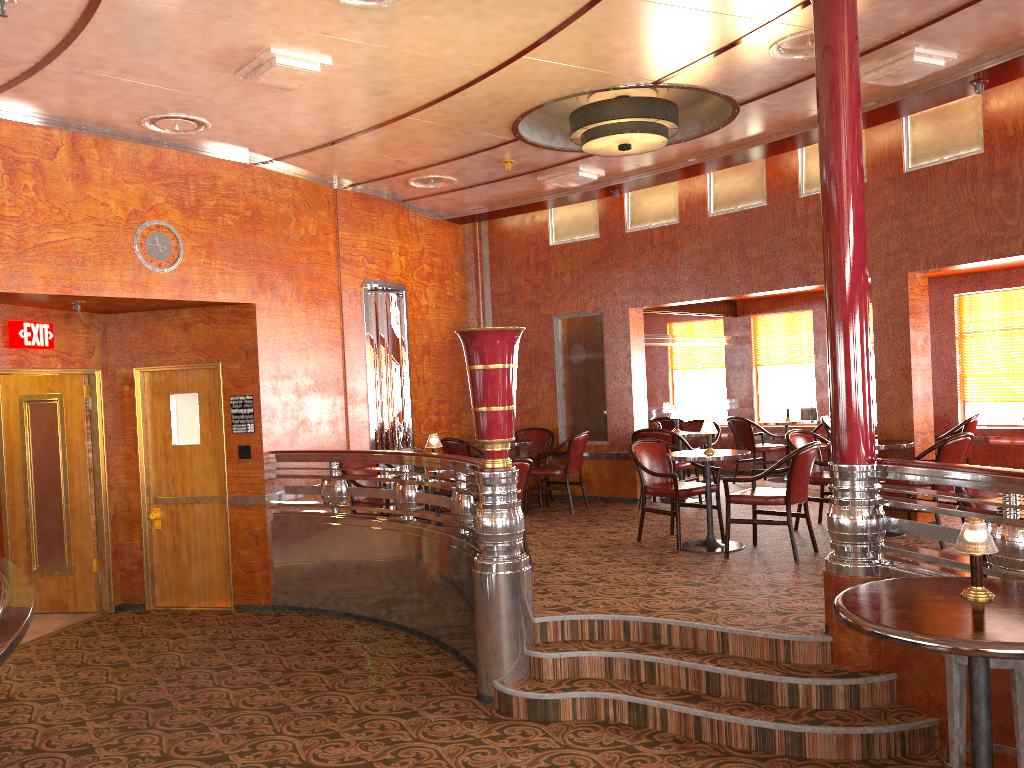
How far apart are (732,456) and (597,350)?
3.4m

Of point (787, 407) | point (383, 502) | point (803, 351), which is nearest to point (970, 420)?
point (787, 407)

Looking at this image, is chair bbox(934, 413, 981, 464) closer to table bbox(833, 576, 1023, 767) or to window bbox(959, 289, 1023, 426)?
window bbox(959, 289, 1023, 426)

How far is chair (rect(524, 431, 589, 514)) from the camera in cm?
872

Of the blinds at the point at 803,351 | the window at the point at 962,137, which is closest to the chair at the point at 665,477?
the window at the point at 962,137

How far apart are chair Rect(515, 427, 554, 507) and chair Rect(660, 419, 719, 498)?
1.5 meters

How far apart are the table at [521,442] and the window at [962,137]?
2.4m

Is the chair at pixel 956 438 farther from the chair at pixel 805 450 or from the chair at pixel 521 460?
the chair at pixel 521 460

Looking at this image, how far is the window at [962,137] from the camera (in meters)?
6.65

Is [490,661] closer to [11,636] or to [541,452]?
[11,636]
